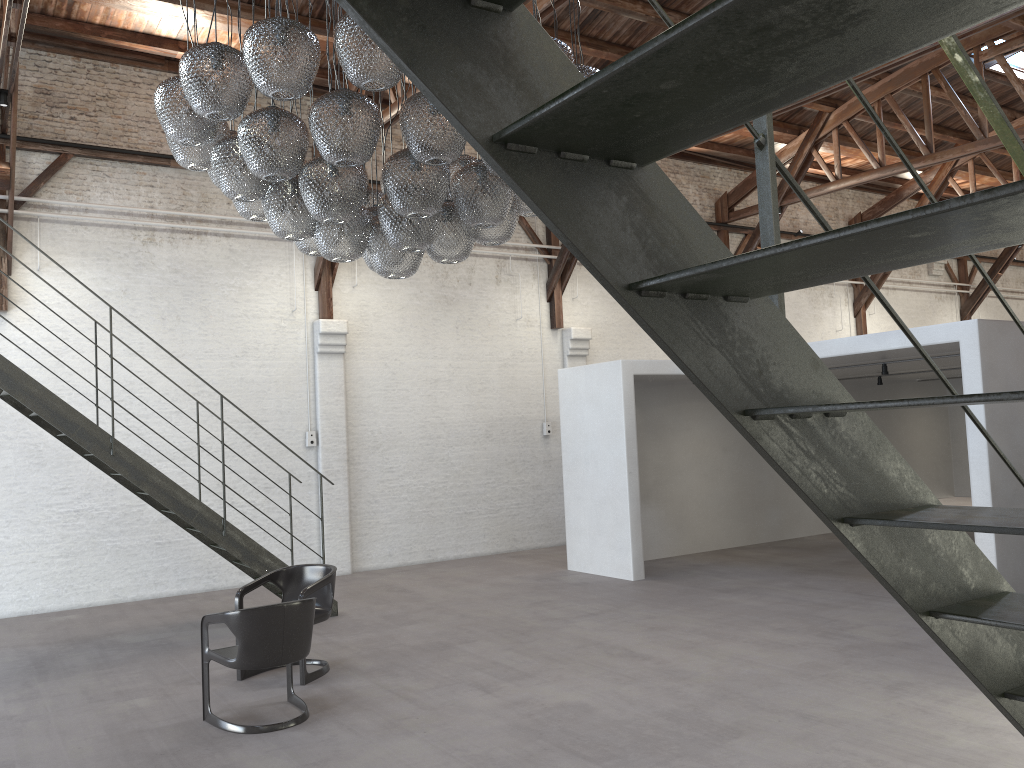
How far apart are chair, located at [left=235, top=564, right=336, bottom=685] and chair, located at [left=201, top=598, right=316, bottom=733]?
0.40m

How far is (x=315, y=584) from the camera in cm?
645

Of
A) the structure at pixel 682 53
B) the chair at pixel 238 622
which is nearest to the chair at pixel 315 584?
the chair at pixel 238 622

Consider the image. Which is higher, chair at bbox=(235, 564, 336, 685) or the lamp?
the lamp

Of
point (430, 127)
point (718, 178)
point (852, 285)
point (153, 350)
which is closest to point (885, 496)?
point (430, 127)

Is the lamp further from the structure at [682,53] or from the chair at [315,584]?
the structure at [682,53]

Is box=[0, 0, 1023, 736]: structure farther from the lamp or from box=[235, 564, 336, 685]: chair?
the lamp

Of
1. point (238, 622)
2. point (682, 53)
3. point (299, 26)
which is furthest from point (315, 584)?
point (682, 53)

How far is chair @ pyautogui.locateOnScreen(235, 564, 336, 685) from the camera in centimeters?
645cm

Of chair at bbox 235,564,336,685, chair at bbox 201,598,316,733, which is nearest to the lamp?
chair at bbox 201,598,316,733
